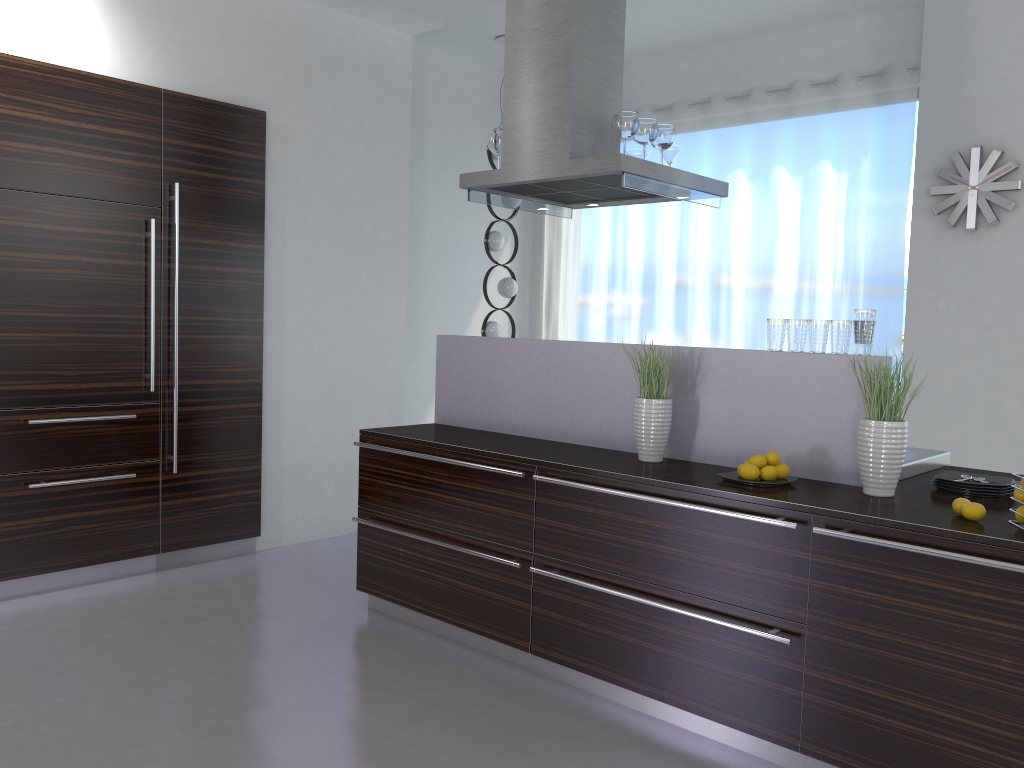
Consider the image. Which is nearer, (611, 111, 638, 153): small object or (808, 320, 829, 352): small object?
(808, 320, 829, 352): small object

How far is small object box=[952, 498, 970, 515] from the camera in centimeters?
257cm

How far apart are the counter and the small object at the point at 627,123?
0.96m

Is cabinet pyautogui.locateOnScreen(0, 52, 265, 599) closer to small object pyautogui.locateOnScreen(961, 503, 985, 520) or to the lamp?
the lamp

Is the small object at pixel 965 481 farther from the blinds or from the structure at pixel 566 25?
the blinds

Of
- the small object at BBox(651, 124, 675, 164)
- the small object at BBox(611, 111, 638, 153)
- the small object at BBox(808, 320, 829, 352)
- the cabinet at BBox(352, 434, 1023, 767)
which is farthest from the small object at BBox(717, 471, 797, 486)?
the small object at BBox(651, 124, 675, 164)

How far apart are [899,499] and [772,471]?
0.40m

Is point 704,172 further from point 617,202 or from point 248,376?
point 248,376

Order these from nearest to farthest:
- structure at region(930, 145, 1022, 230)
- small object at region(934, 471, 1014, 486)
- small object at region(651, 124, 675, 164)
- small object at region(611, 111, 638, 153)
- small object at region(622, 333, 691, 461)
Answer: small object at region(934, 471, 1014, 486)
small object at region(622, 333, 691, 461)
small object at region(611, 111, 638, 153)
small object at region(651, 124, 675, 164)
structure at region(930, 145, 1022, 230)

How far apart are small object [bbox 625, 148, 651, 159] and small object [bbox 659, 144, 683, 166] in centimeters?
16cm
